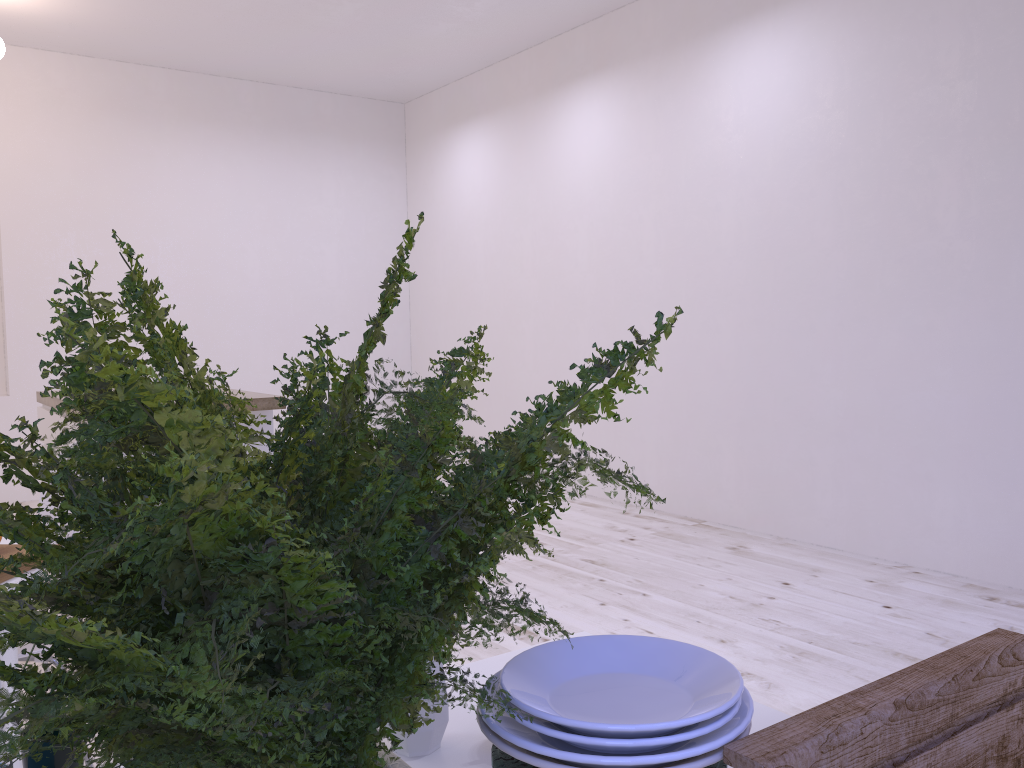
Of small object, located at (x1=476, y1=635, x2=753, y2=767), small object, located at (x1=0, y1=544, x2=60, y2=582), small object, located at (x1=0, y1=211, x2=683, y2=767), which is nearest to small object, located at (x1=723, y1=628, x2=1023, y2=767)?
small object, located at (x1=476, y1=635, x2=753, y2=767)

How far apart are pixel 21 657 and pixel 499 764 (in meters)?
1.60

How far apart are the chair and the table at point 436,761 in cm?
107

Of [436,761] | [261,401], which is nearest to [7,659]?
[436,761]

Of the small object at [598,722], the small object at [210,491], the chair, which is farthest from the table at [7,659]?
the small object at [598,722]

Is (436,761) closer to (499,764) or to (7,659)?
(499,764)

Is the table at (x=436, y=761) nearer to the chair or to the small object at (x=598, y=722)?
the small object at (x=598, y=722)

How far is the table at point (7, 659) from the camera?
1.63m

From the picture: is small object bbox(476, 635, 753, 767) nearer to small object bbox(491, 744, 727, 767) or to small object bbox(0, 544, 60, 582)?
small object bbox(491, 744, 727, 767)

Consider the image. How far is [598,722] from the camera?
0.46m
